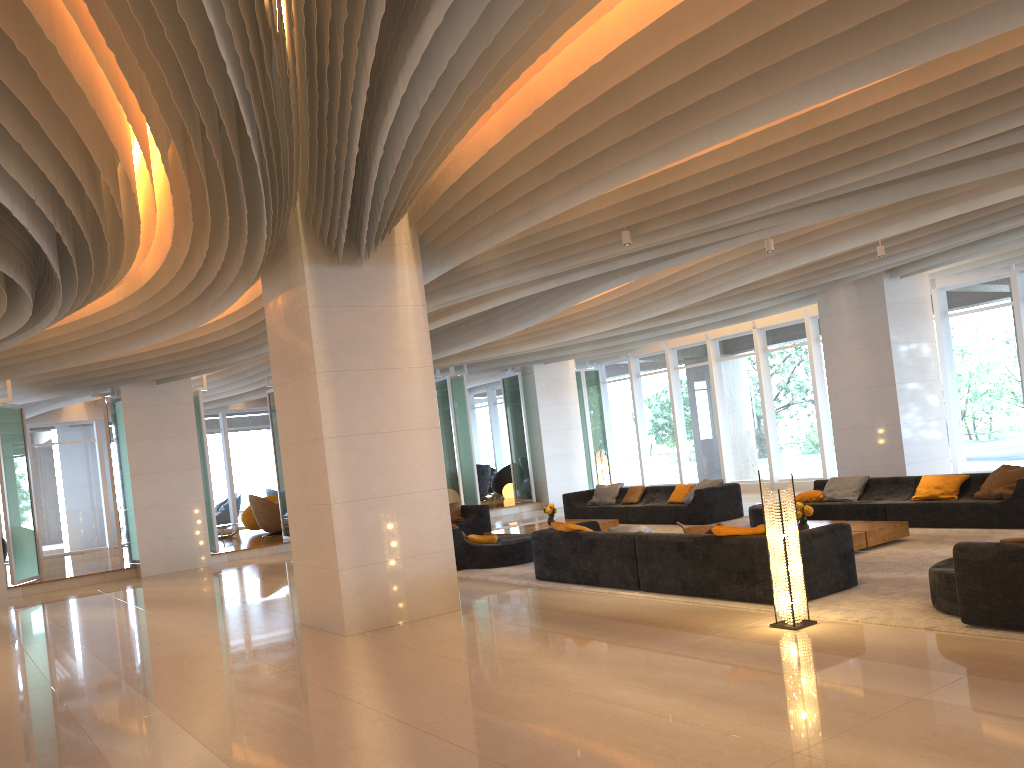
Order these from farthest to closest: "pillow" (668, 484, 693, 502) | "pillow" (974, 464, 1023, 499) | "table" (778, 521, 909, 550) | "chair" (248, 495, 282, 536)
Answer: "chair" (248, 495, 282, 536) → "pillow" (668, 484, 693, 502) → "pillow" (974, 464, 1023, 499) → "table" (778, 521, 909, 550)

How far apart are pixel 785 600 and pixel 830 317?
8.34m

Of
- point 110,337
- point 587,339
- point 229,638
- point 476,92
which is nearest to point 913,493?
point 587,339

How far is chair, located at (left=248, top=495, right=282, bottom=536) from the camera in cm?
2003

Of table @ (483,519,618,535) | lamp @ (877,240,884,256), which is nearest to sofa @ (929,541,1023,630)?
lamp @ (877,240,884,256)

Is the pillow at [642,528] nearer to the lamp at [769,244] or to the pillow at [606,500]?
the lamp at [769,244]

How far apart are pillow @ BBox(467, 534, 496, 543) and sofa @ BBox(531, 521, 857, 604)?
1.97m

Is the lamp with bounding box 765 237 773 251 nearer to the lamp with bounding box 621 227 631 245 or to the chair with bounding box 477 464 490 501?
the lamp with bounding box 621 227 631 245

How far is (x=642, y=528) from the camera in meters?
9.1 m

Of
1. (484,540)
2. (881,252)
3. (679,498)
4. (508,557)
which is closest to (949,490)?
(881,252)
